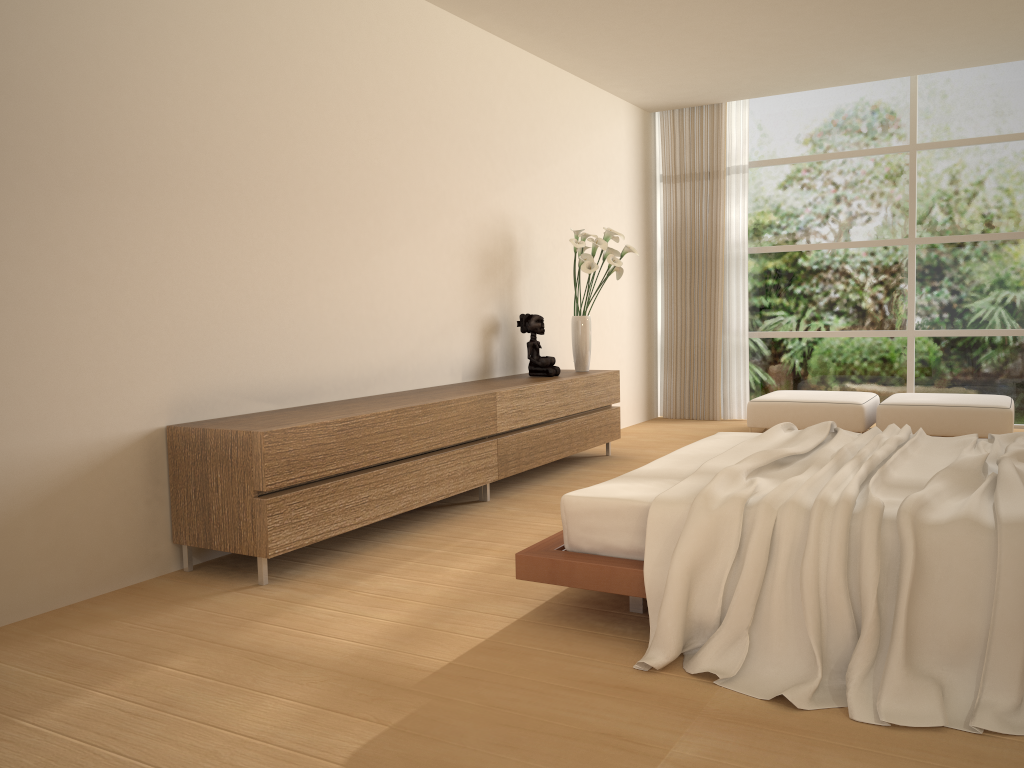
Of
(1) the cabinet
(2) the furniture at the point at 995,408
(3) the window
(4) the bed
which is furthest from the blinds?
(4) the bed

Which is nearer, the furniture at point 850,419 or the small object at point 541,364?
the small object at point 541,364

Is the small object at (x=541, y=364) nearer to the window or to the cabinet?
the cabinet

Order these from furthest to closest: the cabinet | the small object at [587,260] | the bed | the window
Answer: the window
the small object at [587,260]
the cabinet
the bed

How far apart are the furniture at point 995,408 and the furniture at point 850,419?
0.1 meters

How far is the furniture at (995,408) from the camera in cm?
665

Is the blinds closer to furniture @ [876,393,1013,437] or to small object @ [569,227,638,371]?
furniture @ [876,393,1013,437]

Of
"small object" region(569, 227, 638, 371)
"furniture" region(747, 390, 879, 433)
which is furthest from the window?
"small object" region(569, 227, 638, 371)

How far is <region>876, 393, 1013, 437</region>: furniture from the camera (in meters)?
6.65

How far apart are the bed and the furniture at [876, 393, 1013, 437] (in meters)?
2.75
